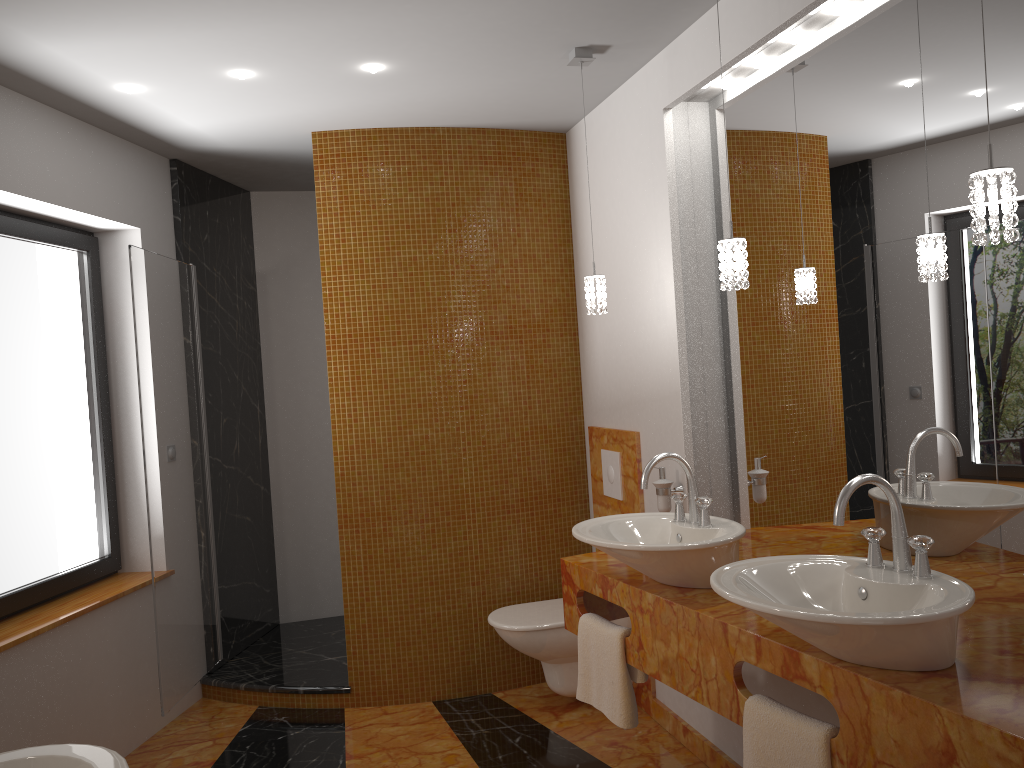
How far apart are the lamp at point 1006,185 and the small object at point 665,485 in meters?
0.6 m

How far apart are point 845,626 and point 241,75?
2.6 meters

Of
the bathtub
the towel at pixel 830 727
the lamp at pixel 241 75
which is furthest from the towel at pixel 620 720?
the lamp at pixel 241 75

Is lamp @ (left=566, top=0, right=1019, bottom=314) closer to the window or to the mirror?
the mirror

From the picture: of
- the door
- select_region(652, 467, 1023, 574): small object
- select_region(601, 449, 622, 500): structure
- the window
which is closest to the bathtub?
the window

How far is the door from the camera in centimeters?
350cm

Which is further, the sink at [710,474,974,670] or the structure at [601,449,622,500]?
the structure at [601,449,622,500]

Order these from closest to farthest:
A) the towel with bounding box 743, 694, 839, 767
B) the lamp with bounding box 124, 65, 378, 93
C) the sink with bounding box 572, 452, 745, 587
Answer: the towel with bounding box 743, 694, 839, 767
the sink with bounding box 572, 452, 745, 587
the lamp with bounding box 124, 65, 378, 93

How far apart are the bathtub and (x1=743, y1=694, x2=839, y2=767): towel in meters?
1.5 m

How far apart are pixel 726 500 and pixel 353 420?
1.6 meters
